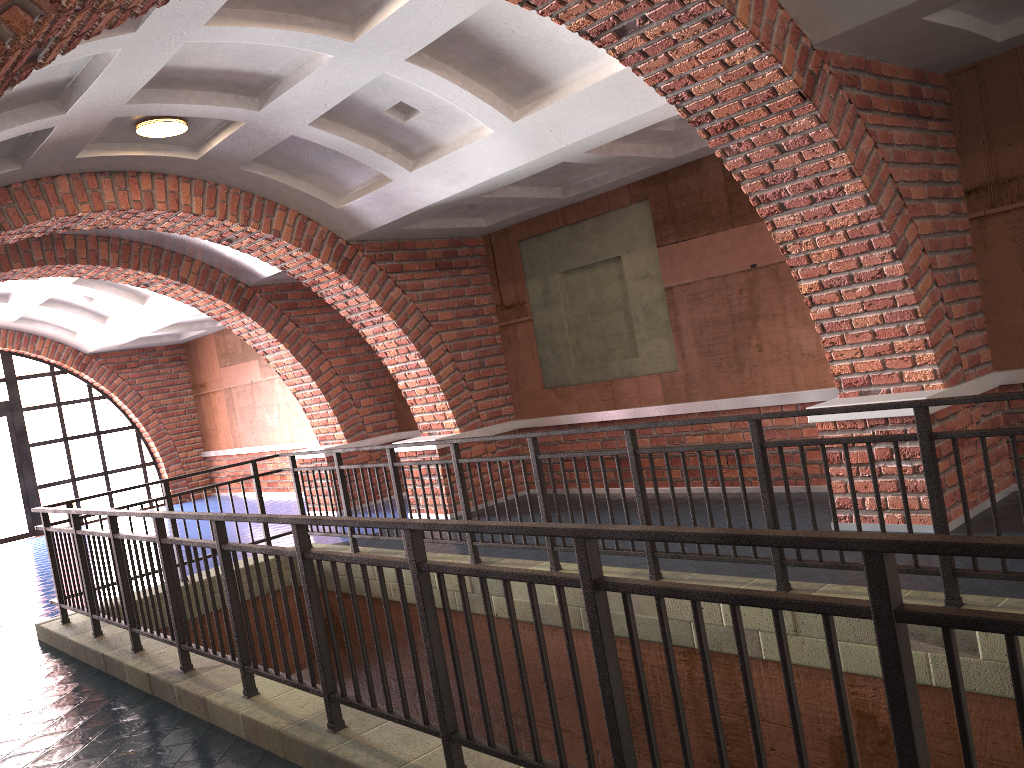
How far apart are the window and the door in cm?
9

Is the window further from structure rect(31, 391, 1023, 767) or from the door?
structure rect(31, 391, 1023, 767)

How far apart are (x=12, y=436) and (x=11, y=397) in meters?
0.7 m

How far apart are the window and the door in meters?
0.1 m

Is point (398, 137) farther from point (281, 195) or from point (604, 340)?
point (604, 340)

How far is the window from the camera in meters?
15.4

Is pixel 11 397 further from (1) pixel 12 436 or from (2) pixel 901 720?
(2) pixel 901 720

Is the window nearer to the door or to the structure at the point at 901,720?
the door

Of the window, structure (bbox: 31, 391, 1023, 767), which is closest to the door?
the window

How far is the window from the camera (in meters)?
15.37
